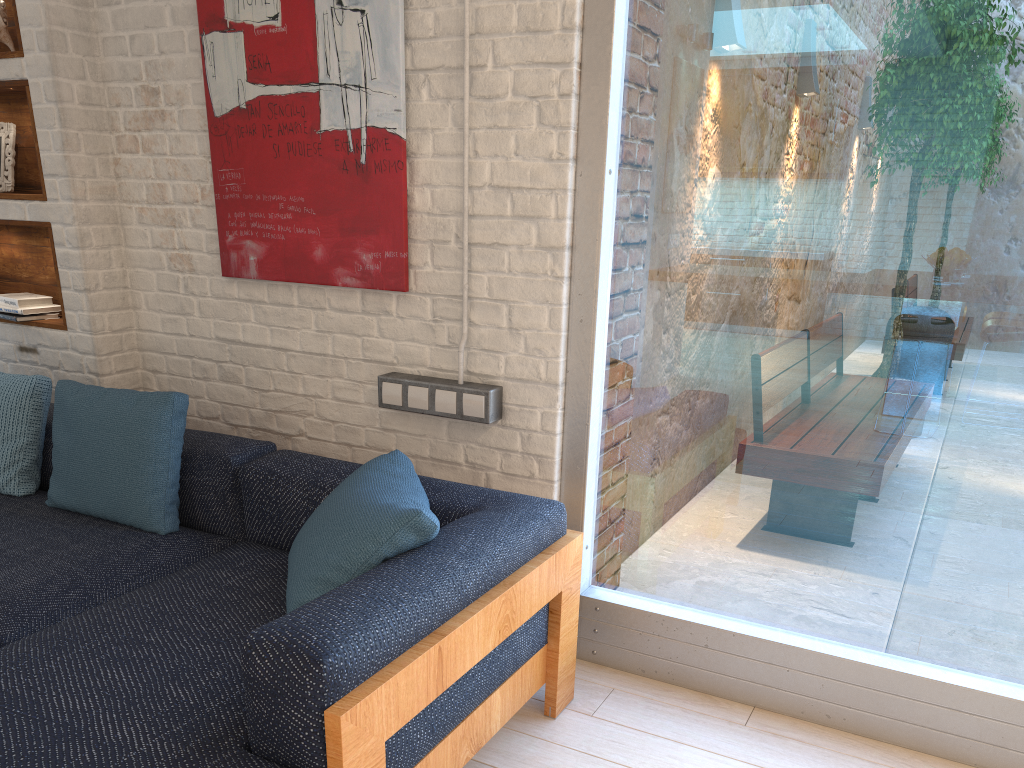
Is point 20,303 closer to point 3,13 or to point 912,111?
point 3,13

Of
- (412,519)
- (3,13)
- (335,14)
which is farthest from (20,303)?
(412,519)

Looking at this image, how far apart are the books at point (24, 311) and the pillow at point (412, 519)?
1.8 meters

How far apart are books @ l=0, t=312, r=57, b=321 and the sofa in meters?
0.6

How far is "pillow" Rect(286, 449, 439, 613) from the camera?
1.9 meters

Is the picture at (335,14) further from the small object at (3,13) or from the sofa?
the small object at (3,13)

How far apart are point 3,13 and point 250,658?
2.78m

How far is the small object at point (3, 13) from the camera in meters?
3.2 m

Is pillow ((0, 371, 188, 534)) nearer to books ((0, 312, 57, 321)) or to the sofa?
the sofa

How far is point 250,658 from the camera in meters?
1.5
